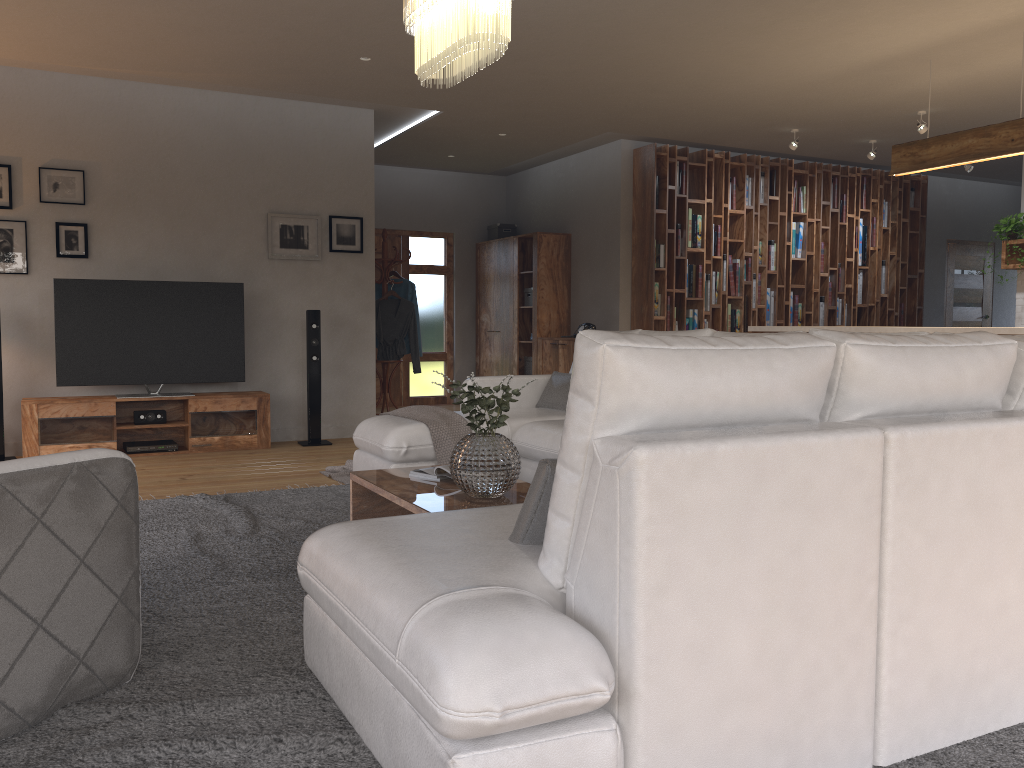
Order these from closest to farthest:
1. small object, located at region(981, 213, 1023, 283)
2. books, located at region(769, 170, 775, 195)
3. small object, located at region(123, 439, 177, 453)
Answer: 1. small object, located at region(123, 439, 177, 453)
2. small object, located at region(981, 213, 1023, 283)
3. books, located at region(769, 170, 775, 195)

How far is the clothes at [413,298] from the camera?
8.5m

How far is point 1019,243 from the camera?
7.81m

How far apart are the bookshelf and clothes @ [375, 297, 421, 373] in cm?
170

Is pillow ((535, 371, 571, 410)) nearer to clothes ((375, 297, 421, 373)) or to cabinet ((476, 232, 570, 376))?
clothes ((375, 297, 421, 373))

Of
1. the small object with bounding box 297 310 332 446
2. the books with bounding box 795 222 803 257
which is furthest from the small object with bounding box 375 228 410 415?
the books with bounding box 795 222 803 257

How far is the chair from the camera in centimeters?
204cm

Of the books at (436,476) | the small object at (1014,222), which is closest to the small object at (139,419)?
the books at (436,476)

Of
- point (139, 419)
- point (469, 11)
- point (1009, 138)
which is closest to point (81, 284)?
point (139, 419)

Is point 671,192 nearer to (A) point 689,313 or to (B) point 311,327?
(A) point 689,313
